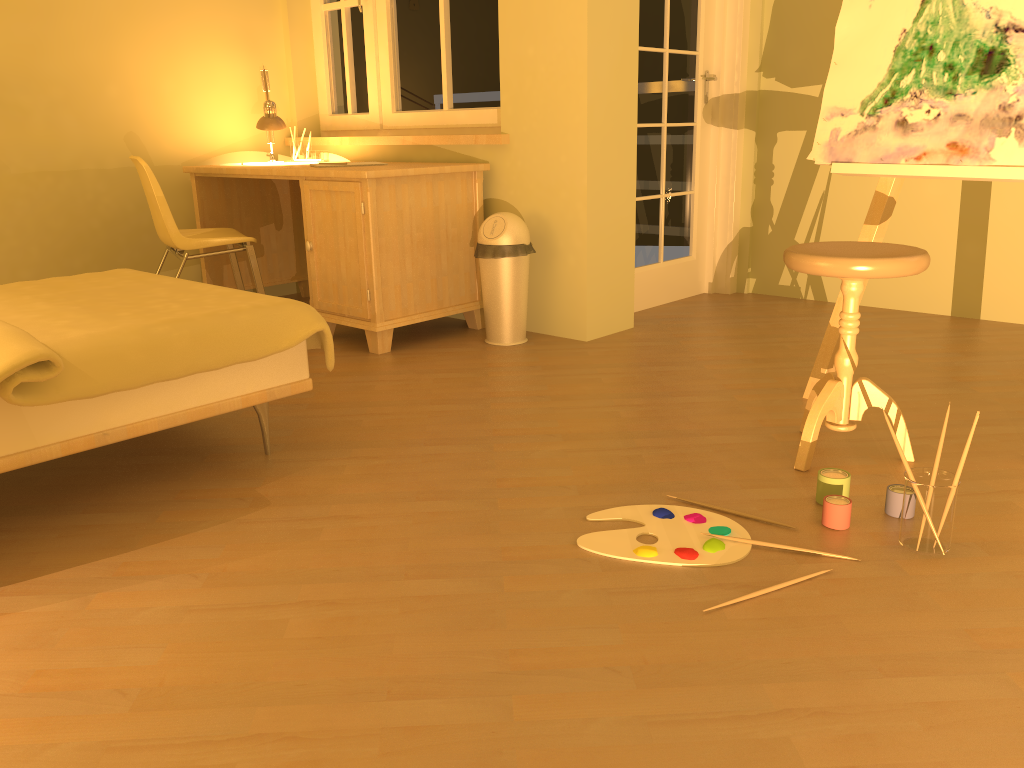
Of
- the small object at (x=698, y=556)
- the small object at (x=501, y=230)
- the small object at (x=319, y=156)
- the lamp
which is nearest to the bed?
the small object at (x=698, y=556)

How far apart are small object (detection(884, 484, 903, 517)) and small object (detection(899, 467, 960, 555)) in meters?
0.1

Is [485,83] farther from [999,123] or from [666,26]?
[999,123]

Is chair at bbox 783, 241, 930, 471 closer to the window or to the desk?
the desk

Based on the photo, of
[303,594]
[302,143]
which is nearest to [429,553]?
[303,594]

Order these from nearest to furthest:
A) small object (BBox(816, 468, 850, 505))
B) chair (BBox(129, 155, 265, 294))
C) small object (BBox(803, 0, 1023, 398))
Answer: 1. small object (BBox(816, 468, 850, 505))
2. small object (BBox(803, 0, 1023, 398))
3. chair (BBox(129, 155, 265, 294))

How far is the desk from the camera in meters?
3.5

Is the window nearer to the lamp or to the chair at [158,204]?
the lamp

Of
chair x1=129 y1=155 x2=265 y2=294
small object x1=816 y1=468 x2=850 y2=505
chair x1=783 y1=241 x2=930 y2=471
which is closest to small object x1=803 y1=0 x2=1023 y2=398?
chair x1=783 y1=241 x2=930 y2=471

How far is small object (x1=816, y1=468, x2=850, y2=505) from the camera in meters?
2.0 m
